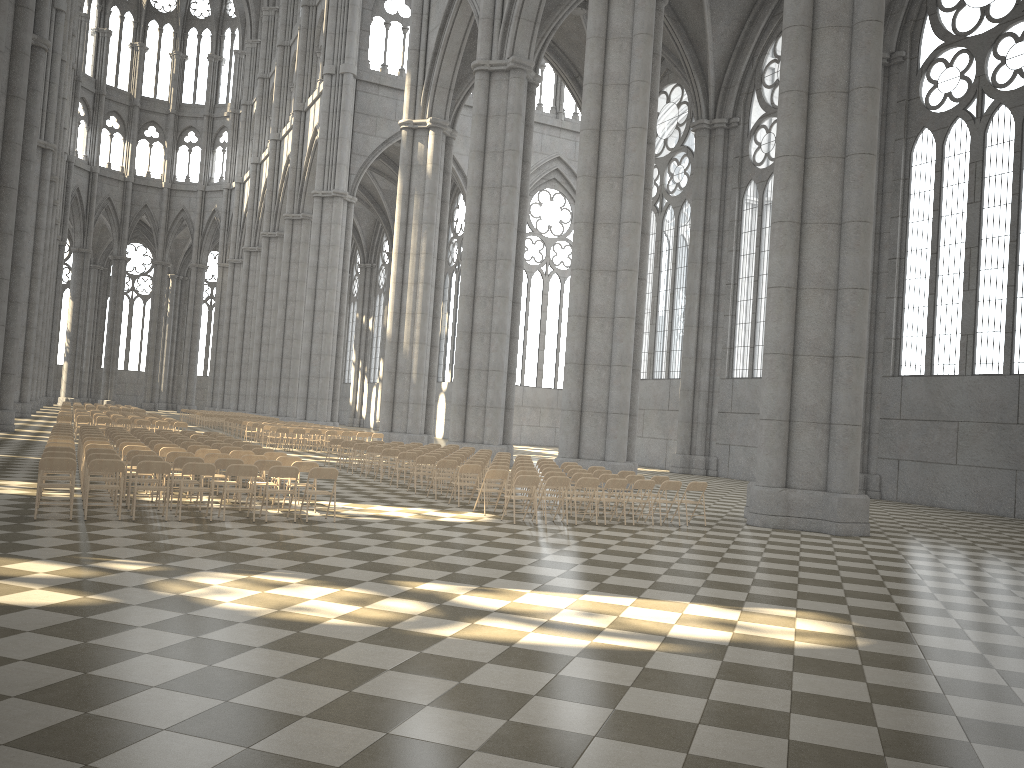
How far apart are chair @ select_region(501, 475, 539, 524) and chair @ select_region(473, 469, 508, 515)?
1.1 meters

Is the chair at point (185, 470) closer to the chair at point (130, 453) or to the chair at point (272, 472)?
the chair at point (272, 472)

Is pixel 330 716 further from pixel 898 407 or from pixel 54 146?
pixel 54 146

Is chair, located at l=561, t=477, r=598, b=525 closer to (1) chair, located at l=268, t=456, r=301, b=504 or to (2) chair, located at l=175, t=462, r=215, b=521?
(1) chair, located at l=268, t=456, r=301, b=504

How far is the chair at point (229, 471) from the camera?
12.5m

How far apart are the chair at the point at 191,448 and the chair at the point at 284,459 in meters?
2.6 m

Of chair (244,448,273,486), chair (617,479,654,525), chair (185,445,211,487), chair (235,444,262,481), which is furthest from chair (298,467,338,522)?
chair (235,444,262,481)

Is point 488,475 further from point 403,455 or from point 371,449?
point 371,449

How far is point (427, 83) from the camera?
37.9 meters

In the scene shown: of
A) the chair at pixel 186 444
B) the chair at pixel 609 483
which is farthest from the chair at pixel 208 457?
the chair at pixel 609 483
